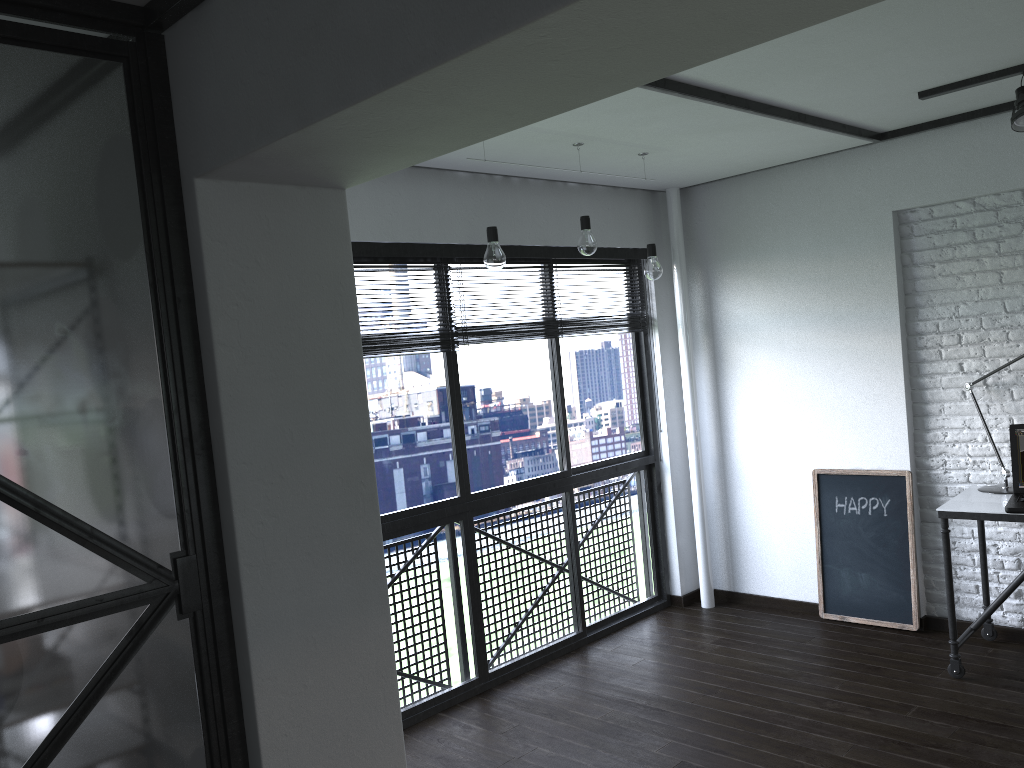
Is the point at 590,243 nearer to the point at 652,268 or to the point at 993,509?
the point at 652,268

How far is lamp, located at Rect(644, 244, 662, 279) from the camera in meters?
3.9

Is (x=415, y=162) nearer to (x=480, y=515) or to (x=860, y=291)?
(x=860, y=291)

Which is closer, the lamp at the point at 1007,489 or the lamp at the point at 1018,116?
the lamp at the point at 1018,116

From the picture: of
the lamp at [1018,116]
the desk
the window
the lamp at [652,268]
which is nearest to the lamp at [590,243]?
the lamp at [652,268]

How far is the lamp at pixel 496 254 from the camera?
3.21m

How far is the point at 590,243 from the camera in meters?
3.6 m

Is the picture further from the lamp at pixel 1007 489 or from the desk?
the lamp at pixel 1007 489

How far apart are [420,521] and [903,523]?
2.34m

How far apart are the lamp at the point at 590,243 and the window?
0.6m
